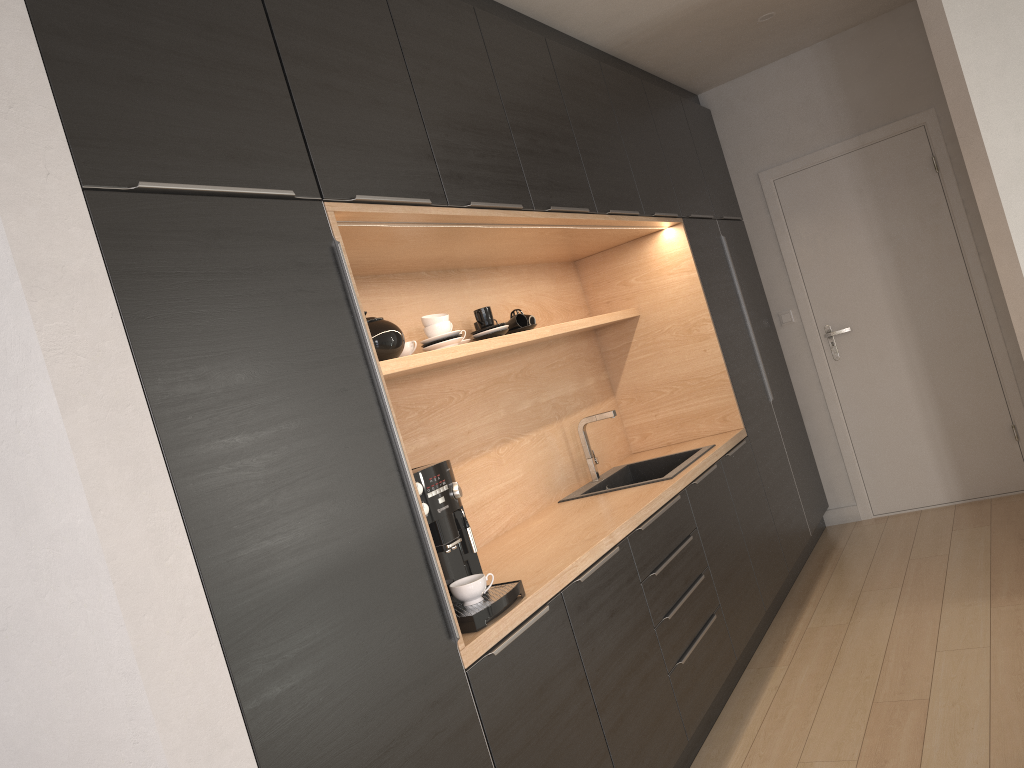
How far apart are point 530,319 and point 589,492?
0.8 meters

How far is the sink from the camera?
3.7m

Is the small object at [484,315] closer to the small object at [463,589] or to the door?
the small object at [463,589]

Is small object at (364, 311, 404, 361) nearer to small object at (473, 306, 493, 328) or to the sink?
small object at (473, 306, 493, 328)

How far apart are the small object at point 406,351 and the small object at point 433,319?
0.1 meters

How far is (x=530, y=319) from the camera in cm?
356

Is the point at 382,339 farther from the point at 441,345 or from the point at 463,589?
the point at 463,589

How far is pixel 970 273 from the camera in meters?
4.8 m

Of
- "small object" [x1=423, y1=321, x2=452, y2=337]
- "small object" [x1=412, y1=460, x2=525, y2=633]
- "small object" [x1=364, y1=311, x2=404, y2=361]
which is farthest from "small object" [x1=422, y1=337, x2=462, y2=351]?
"small object" [x1=412, y1=460, x2=525, y2=633]

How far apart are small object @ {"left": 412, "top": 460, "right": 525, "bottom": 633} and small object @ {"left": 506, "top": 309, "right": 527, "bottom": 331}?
1.3 meters
